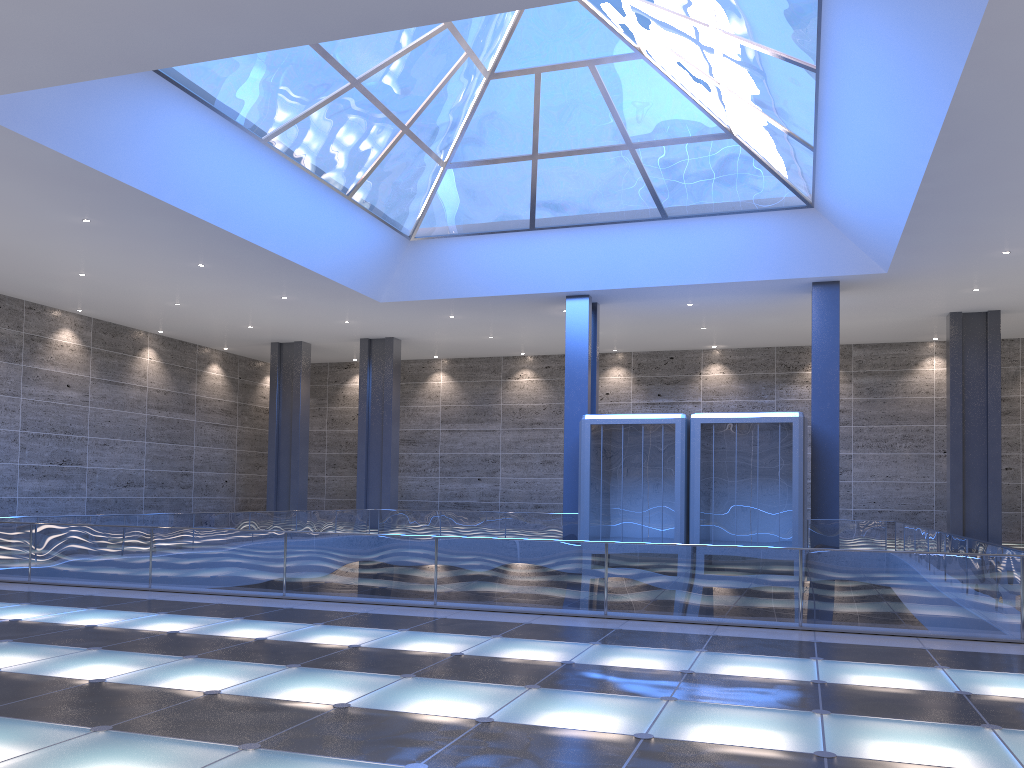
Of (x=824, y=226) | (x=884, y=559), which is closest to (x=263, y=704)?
(x=884, y=559)

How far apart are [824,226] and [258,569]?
21.55m
